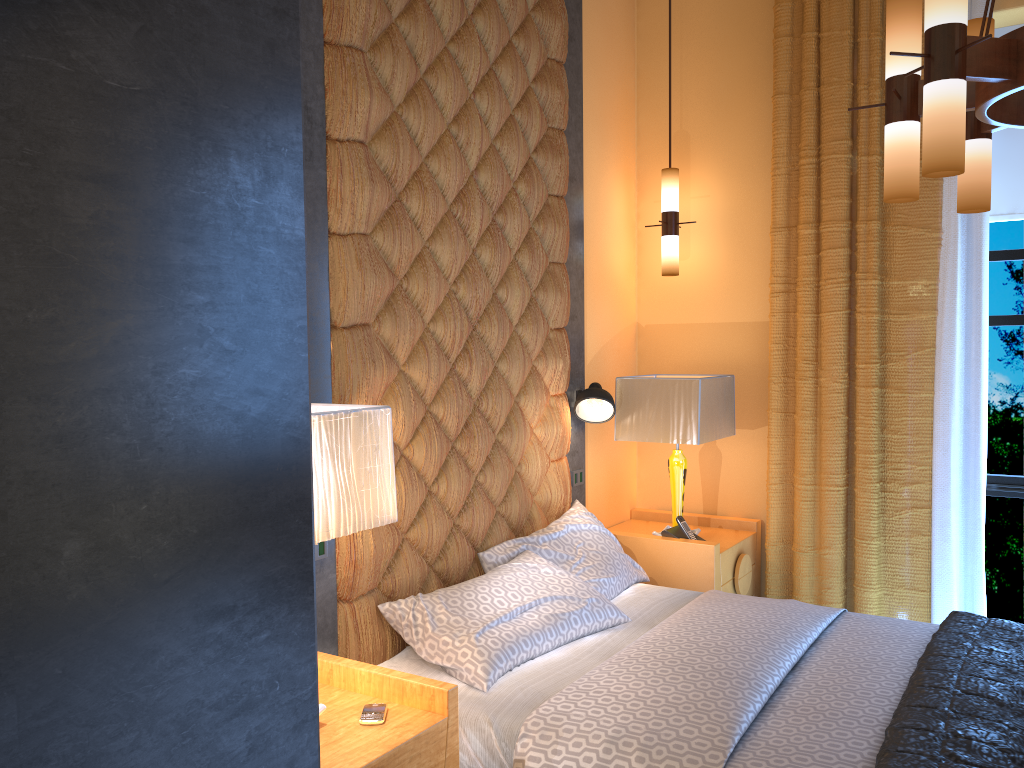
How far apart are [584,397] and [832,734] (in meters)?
1.95

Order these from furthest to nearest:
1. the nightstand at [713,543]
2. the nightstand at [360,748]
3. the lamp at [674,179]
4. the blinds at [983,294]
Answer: the lamp at [674,179] < the nightstand at [713,543] < the blinds at [983,294] < the nightstand at [360,748]

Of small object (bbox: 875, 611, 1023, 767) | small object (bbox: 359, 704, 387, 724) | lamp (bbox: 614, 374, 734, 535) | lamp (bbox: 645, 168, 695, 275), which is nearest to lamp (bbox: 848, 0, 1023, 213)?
small object (bbox: 875, 611, 1023, 767)

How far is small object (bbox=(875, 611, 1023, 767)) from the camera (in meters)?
2.10

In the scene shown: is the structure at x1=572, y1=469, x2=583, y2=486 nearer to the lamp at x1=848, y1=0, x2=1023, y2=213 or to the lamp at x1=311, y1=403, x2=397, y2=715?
the lamp at x1=311, y1=403, x2=397, y2=715

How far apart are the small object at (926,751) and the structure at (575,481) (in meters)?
1.65

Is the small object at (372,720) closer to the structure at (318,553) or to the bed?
the bed

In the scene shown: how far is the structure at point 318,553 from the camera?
2.74m

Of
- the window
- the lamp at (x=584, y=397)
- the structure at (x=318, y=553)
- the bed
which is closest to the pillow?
the bed

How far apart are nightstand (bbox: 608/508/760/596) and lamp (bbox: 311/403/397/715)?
2.1m
